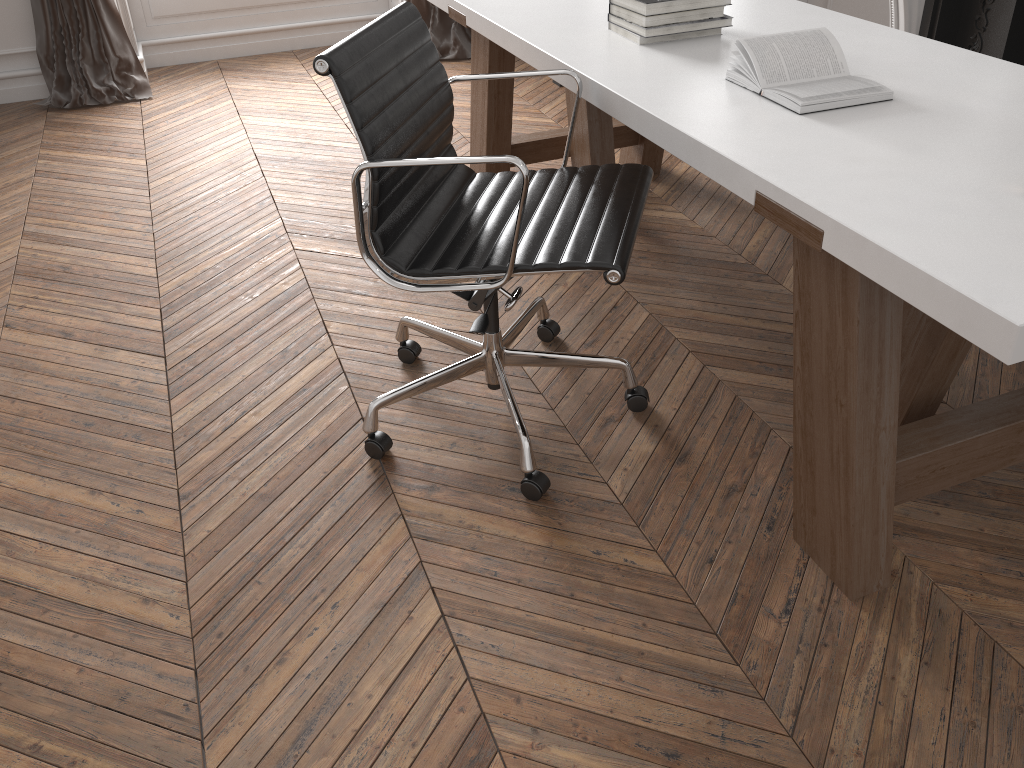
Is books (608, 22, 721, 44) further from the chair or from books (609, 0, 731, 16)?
the chair

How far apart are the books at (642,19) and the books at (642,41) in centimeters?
4cm

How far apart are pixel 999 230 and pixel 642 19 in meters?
1.2 m

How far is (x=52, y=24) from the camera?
4.34m

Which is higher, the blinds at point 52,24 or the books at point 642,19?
the books at point 642,19

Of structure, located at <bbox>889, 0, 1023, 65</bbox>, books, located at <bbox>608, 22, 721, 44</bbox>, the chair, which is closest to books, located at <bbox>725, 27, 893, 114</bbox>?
the chair

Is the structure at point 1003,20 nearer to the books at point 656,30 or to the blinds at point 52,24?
the books at point 656,30

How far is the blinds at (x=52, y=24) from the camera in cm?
434

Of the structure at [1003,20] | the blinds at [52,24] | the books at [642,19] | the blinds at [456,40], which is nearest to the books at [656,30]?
the books at [642,19]

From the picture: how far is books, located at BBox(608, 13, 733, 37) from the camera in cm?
218
